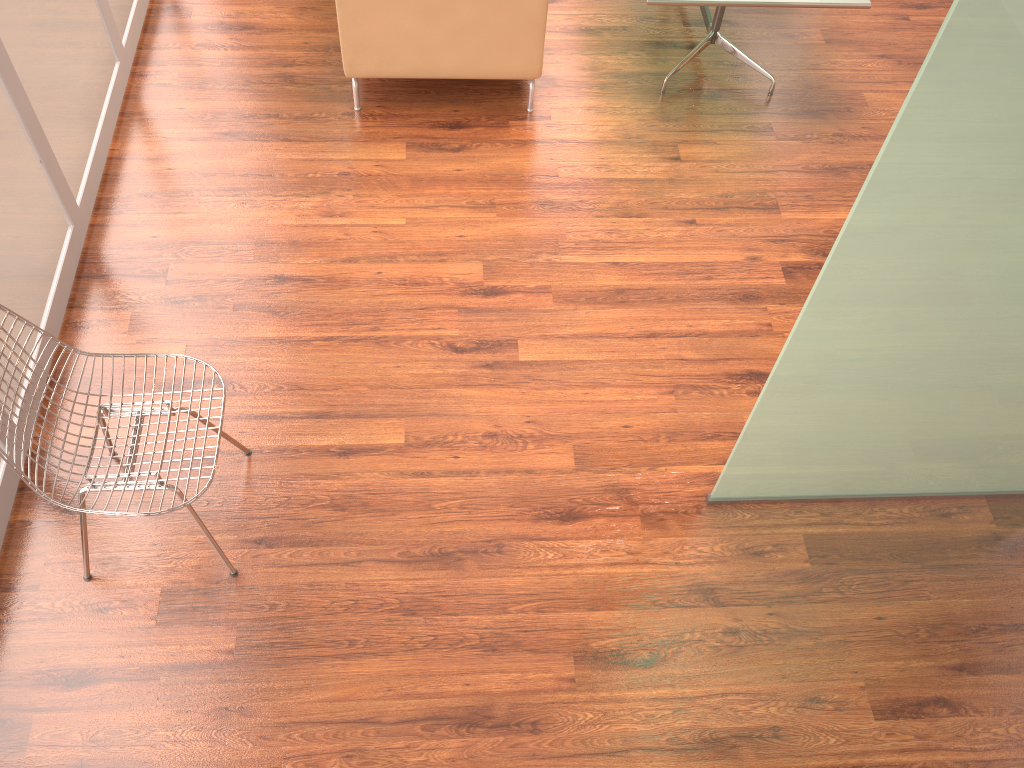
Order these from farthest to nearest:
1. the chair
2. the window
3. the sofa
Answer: the sofa
the window
the chair

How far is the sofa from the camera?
3.7m

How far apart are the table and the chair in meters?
2.6 m

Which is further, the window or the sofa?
the sofa

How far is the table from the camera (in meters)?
3.73

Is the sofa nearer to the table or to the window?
the table

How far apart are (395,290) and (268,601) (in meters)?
1.32

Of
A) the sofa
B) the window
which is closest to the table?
the sofa

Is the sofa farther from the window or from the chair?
the chair

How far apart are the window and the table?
2.5 meters
